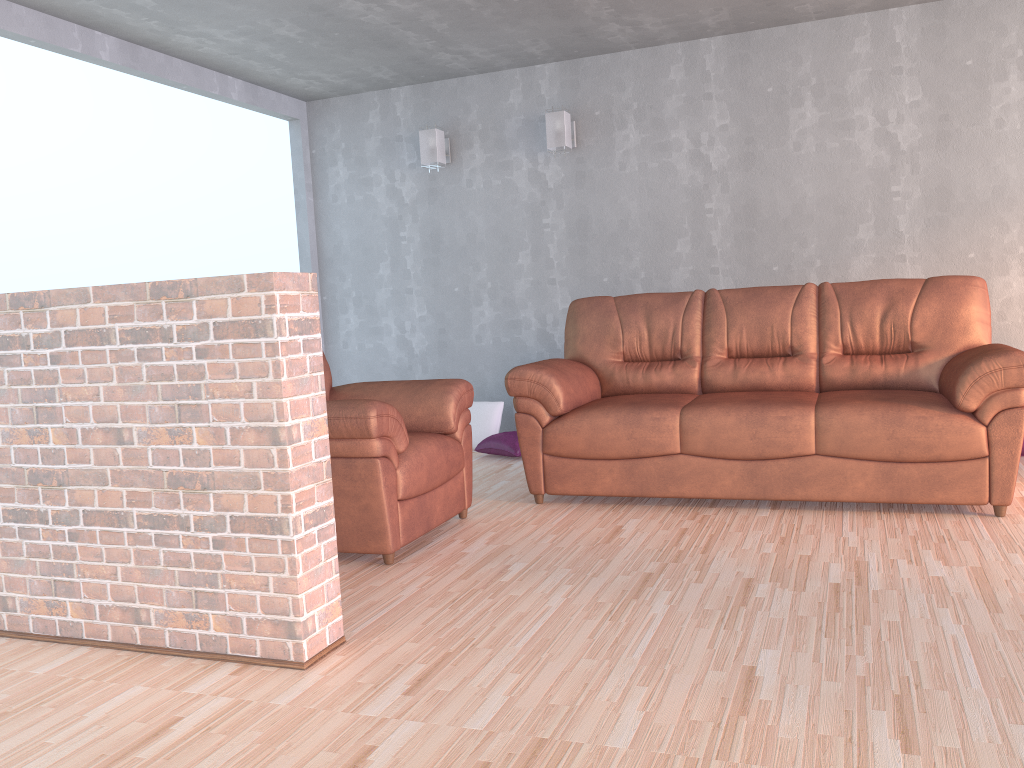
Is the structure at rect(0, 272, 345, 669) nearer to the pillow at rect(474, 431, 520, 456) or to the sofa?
the sofa

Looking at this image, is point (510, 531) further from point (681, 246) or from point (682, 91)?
point (682, 91)

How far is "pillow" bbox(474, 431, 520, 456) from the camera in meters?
5.4 m

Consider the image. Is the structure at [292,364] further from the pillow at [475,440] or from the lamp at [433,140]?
the lamp at [433,140]

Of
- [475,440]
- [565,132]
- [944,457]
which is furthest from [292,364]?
[565,132]

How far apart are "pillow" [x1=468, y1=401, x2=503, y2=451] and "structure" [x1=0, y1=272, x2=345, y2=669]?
3.2 meters

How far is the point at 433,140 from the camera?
5.84m

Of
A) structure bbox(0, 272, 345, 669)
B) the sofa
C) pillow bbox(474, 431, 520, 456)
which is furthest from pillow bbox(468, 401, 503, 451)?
structure bbox(0, 272, 345, 669)

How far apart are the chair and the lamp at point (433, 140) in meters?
2.3

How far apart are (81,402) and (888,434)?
2.93m
